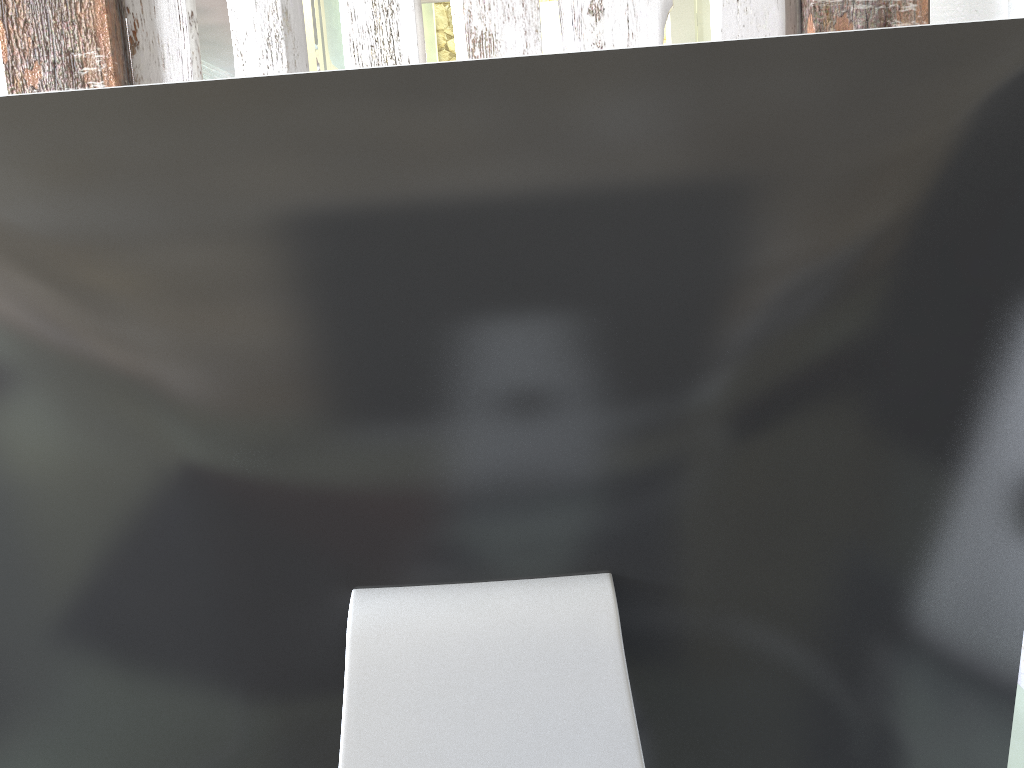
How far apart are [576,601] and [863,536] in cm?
12

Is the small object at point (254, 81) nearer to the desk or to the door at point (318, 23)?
the desk

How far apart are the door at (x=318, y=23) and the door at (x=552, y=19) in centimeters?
235cm

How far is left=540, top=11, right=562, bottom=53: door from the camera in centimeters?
469cm

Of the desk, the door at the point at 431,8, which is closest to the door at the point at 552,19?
the door at the point at 431,8

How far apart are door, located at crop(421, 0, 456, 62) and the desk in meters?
3.4

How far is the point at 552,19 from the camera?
4.7m

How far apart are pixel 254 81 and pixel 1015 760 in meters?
0.7

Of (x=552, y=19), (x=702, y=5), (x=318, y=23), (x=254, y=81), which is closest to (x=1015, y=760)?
(x=254, y=81)

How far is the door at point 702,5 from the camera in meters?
3.6 m
